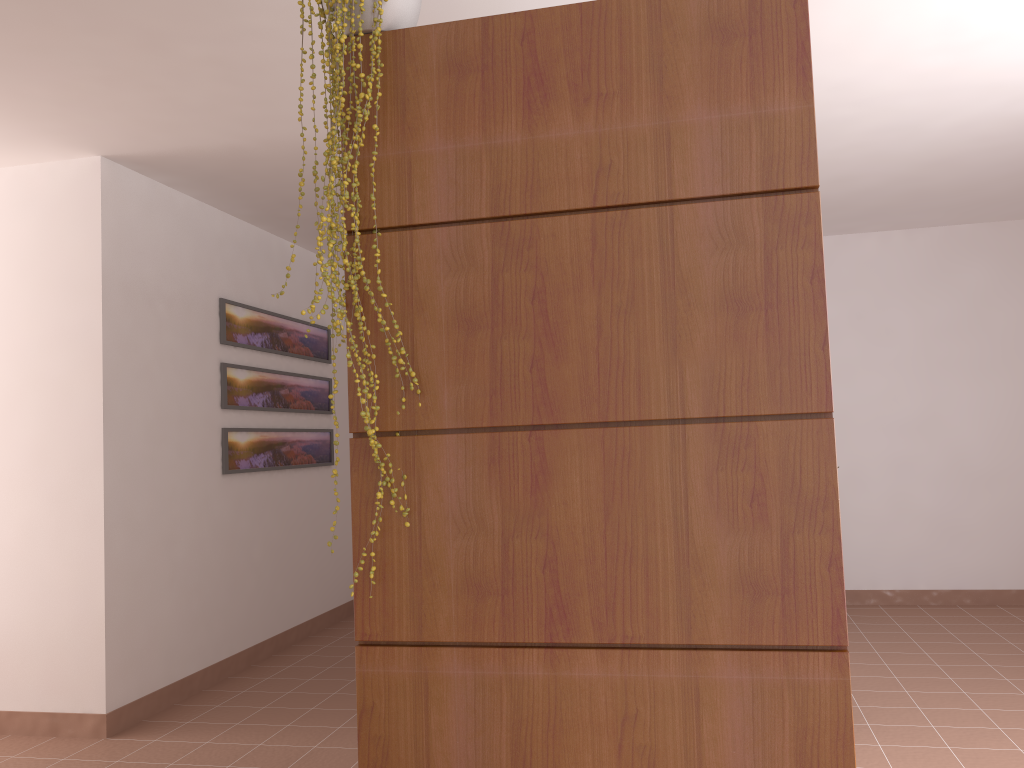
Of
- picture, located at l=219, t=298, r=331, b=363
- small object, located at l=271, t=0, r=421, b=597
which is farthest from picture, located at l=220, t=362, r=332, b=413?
small object, located at l=271, t=0, r=421, b=597

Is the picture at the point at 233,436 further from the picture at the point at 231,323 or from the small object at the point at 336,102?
the small object at the point at 336,102

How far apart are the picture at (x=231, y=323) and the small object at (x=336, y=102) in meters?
3.2 m

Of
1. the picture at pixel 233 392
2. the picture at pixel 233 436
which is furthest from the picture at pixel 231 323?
the picture at pixel 233 436

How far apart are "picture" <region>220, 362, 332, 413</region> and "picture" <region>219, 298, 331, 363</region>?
0.1m

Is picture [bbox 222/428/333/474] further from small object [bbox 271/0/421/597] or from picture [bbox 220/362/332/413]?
small object [bbox 271/0/421/597]

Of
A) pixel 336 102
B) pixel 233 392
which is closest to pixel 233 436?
pixel 233 392

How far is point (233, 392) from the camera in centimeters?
486cm

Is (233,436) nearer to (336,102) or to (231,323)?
(231,323)

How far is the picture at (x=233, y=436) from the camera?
4.8m
